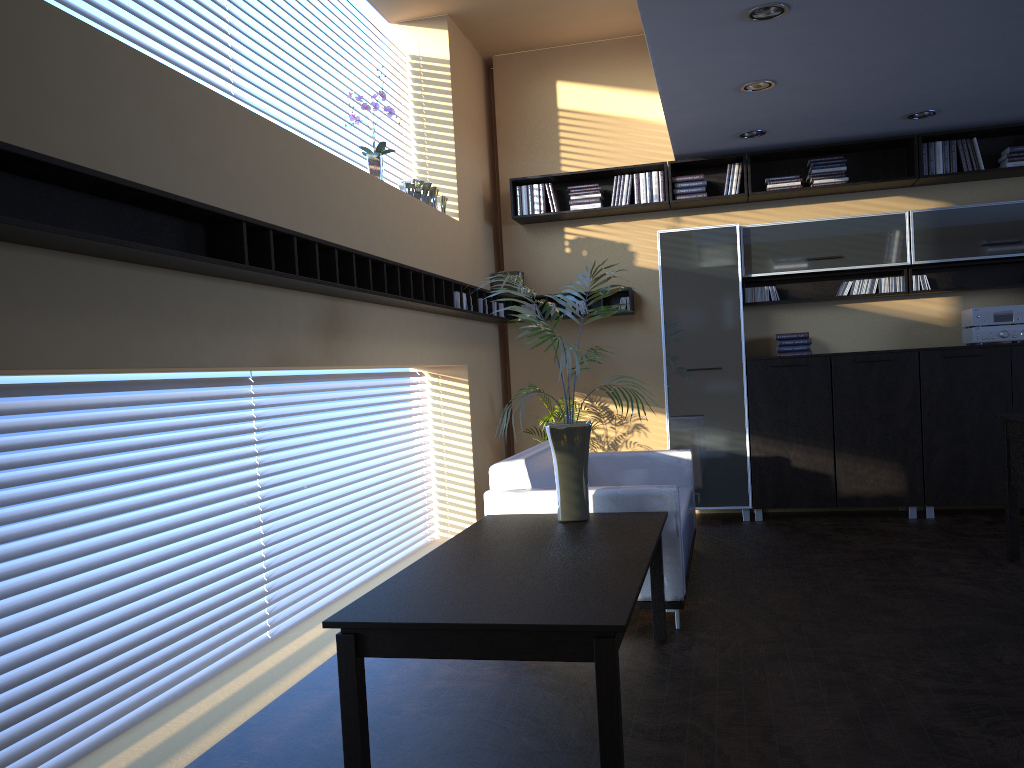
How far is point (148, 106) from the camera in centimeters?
324cm

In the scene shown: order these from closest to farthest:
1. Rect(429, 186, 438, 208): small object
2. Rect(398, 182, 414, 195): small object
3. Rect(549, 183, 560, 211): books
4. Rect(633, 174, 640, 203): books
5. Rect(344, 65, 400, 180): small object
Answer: Rect(344, 65, 400, 180): small object < Rect(398, 182, 414, 195): small object < Rect(429, 186, 438, 208): small object < Rect(633, 174, 640, 203): books < Rect(549, 183, 560, 211): books

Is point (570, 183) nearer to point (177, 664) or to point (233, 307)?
point (233, 307)

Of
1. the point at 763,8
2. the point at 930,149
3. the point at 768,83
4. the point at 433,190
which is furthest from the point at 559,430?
the point at 930,149

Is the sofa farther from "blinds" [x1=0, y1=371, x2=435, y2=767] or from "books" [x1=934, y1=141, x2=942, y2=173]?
"books" [x1=934, y1=141, x2=942, y2=173]

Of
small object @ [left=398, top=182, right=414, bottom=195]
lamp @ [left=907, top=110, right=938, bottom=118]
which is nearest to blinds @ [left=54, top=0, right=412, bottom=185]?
small object @ [left=398, top=182, right=414, bottom=195]

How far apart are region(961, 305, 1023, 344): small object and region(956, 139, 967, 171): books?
1.12m

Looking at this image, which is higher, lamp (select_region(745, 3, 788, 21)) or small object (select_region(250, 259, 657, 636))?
lamp (select_region(745, 3, 788, 21))

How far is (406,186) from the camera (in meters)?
→ 6.09

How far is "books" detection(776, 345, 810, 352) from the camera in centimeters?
719cm
